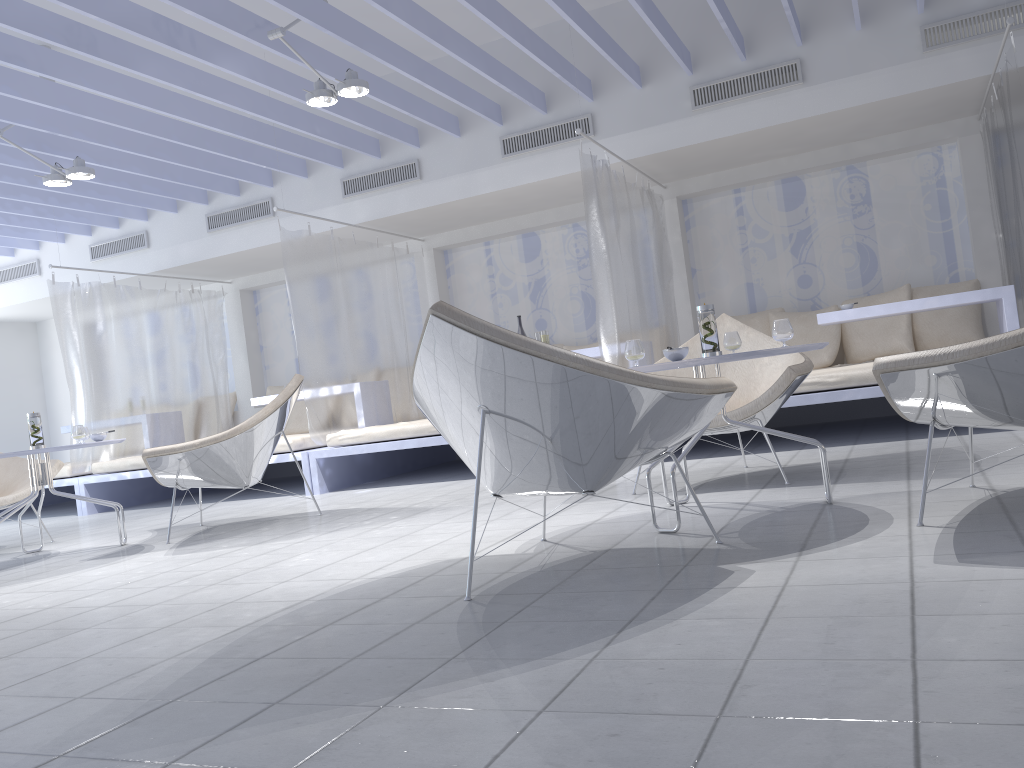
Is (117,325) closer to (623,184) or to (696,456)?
(623,184)

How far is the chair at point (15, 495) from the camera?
4.9m

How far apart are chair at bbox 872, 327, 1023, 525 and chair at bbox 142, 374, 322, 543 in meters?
3.0

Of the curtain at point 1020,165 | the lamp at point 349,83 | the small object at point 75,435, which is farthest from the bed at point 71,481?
the curtain at point 1020,165

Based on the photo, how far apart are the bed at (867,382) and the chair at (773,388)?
0.7 meters

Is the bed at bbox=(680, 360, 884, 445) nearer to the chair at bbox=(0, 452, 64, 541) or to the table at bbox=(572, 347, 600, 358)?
the table at bbox=(572, 347, 600, 358)

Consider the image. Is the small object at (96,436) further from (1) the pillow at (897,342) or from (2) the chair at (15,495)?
(1) the pillow at (897,342)

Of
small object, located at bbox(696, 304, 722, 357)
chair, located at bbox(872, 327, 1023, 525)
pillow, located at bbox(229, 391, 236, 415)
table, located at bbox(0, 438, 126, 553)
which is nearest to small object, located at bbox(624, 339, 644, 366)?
small object, located at bbox(696, 304, 722, 357)

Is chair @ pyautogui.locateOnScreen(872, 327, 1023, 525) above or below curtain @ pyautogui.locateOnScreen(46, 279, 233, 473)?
below

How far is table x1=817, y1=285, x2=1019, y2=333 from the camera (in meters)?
5.01
